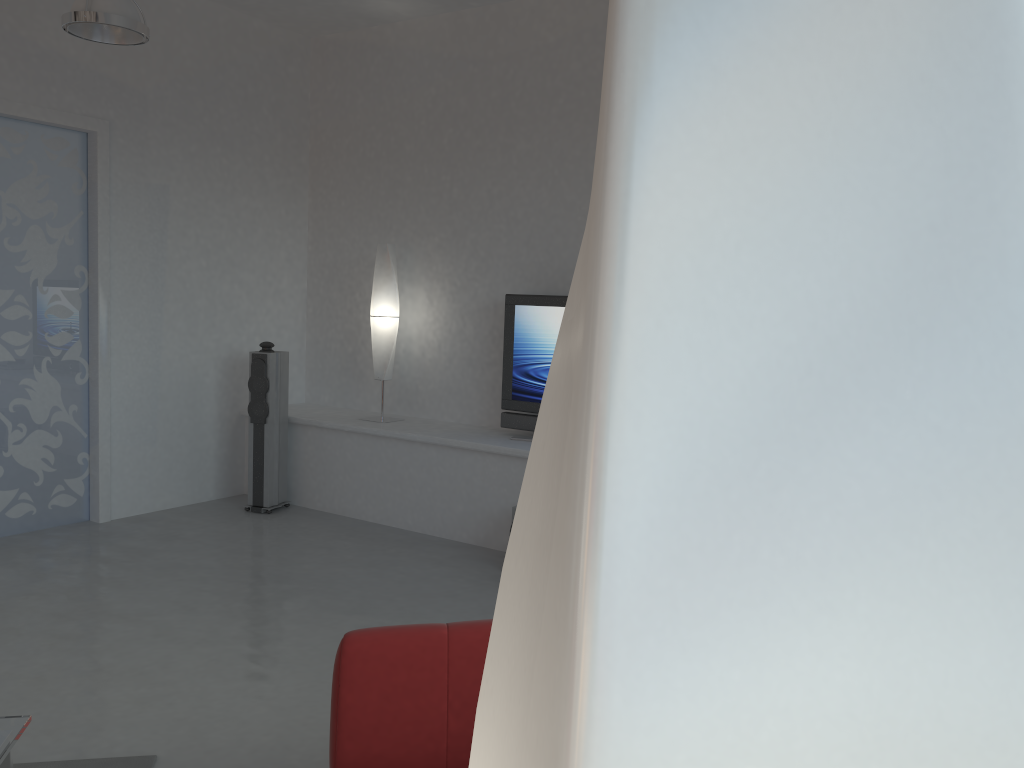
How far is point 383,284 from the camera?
6.14m

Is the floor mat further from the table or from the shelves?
the shelves

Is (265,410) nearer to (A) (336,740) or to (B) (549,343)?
(B) (549,343)

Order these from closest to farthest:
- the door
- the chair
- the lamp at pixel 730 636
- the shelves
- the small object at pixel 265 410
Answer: the lamp at pixel 730 636
the chair
the door
the shelves
the small object at pixel 265 410

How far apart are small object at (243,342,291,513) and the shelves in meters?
0.1 m

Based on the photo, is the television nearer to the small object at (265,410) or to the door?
the small object at (265,410)

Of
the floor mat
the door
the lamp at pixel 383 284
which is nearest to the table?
the floor mat

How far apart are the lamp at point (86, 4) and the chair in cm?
324

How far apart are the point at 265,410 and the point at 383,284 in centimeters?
118cm

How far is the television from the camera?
5.57m
